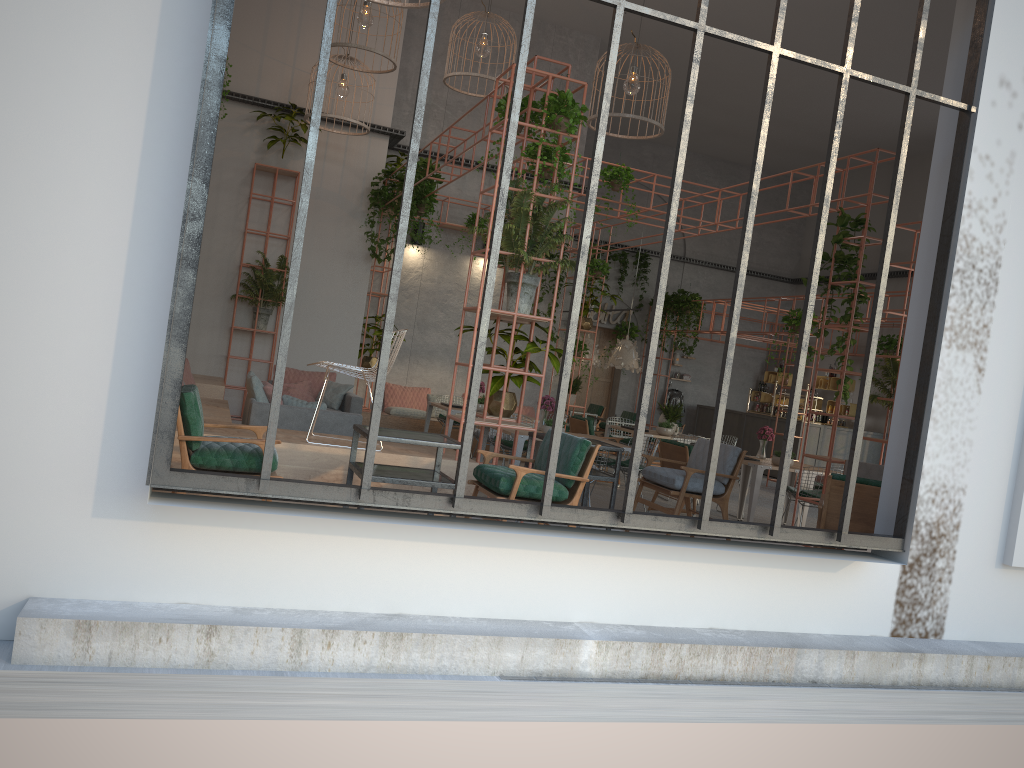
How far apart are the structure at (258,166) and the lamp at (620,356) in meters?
6.6

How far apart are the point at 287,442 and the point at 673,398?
16.28m

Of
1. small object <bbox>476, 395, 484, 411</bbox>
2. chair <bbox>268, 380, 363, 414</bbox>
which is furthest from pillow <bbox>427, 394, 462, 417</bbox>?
chair <bbox>268, 380, 363, 414</bbox>

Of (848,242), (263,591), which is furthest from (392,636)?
(848,242)

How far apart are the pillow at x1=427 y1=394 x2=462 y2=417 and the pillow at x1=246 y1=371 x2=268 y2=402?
5.9m

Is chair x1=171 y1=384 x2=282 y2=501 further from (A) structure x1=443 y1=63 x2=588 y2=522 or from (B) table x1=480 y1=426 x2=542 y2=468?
(B) table x1=480 y1=426 x2=542 y2=468

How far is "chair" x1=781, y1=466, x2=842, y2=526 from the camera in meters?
9.5 m

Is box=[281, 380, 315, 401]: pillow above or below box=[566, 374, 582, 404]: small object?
below

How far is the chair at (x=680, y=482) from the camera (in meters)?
7.29

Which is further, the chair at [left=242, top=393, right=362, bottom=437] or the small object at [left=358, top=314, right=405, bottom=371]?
the small object at [left=358, top=314, right=405, bottom=371]
